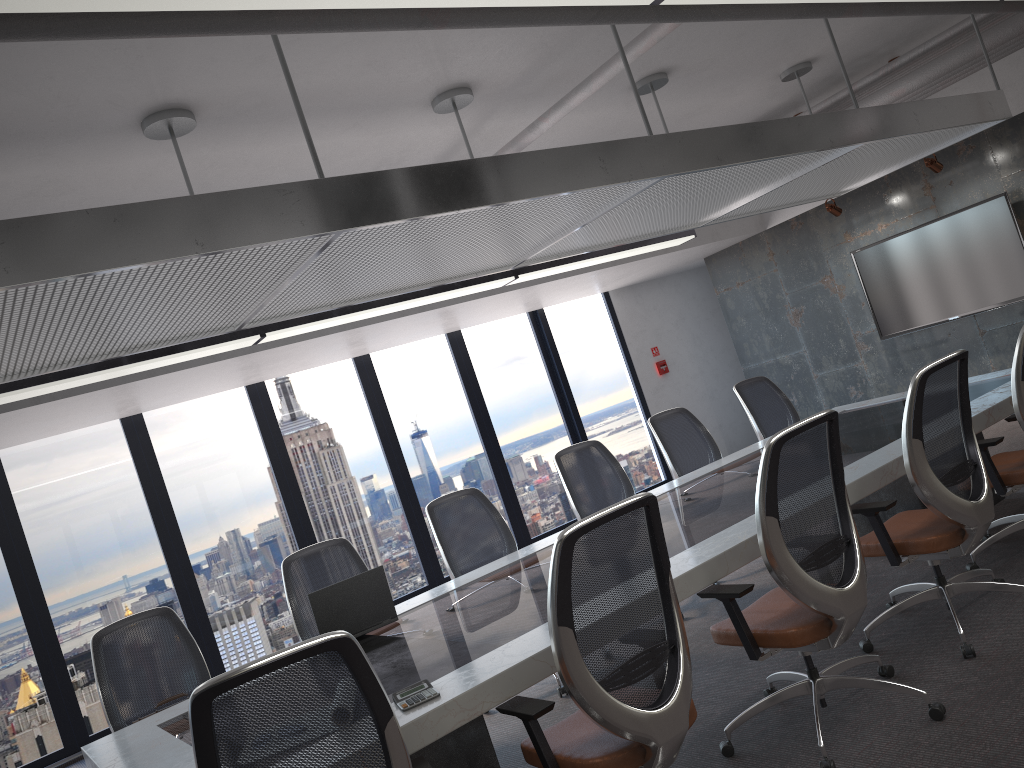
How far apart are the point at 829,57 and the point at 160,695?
6.4 meters

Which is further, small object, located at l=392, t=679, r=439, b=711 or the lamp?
small object, located at l=392, t=679, r=439, b=711

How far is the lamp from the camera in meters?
1.7

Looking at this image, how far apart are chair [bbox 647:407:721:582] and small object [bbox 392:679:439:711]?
3.63m

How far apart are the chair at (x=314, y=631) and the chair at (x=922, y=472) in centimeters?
259cm

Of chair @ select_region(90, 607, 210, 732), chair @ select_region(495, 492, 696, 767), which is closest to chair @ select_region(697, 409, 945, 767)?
chair @ select_region(495, 492, 696, 767)

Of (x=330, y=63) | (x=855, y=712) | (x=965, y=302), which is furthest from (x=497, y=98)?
(x=965, y=302)

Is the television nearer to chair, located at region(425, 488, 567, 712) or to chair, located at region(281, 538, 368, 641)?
chair, located at region(425, 488, 567, 712)

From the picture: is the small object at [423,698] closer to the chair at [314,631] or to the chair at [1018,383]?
the chair at [314,631]

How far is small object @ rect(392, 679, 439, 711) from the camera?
2.73m
